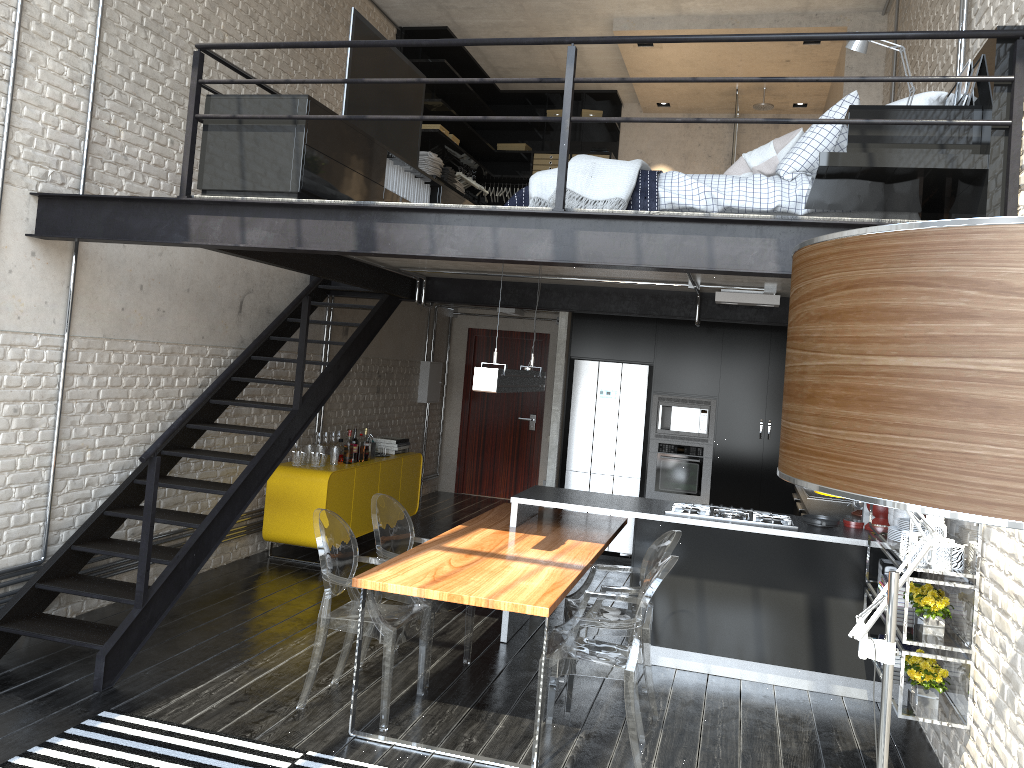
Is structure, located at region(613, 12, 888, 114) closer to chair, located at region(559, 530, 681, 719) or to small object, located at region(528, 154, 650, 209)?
small object, located at region(528, 154, 650, 209)

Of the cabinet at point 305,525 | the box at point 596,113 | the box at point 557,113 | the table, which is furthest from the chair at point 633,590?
the box at point 557,113

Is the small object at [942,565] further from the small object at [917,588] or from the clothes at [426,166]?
the clothes at [426,166]

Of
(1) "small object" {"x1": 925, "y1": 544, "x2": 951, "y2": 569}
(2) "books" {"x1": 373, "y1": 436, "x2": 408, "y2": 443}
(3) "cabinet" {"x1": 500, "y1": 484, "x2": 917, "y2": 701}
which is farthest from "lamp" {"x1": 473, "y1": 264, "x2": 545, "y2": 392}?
(2) "books" {"x1": 373, "y1": 436, "x2": 408, "y2": 443}

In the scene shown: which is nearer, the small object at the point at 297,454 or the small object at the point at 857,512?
the small object at the point at 857,512

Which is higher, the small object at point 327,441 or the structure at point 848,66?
the structure at point 848,66

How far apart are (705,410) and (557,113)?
4.84m

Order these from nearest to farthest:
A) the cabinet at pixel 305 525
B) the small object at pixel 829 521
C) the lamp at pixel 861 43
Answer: the lamp at pixel 861 43 → the small object at pixel 829 521 → the cabinet at pixel 305 525

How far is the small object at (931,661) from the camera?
4.2 meters

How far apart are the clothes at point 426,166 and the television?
2.7 meters
